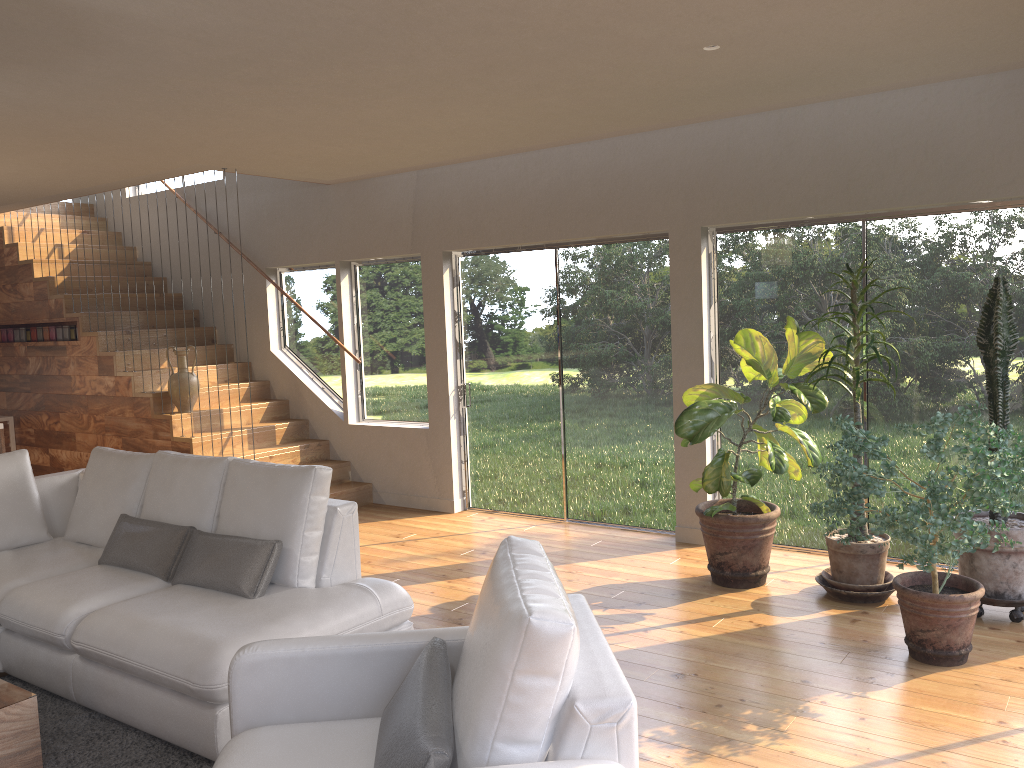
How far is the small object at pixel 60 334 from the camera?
8.4m

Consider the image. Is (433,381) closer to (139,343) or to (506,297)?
(506,297)

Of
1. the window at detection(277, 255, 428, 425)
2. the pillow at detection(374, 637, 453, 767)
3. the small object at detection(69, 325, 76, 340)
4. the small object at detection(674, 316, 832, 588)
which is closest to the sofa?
the pillow at detection(374, 637, 453, 767)

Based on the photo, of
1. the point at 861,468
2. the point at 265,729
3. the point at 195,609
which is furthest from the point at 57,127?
the point at 861,468

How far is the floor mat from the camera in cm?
330

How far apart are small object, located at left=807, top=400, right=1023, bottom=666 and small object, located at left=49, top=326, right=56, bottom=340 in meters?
7.3 m

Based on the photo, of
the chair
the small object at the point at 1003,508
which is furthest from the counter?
the small object at the point at 1003,508

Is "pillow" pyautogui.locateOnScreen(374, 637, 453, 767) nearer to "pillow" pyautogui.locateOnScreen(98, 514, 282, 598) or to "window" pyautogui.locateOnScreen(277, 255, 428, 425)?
"pillow" pyautogui.locateOnScreen(98, 514, 282, 598)

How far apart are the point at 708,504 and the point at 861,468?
1.6 meters

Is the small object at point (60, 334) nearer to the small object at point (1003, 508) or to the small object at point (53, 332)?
the small object at point (53, 332)
